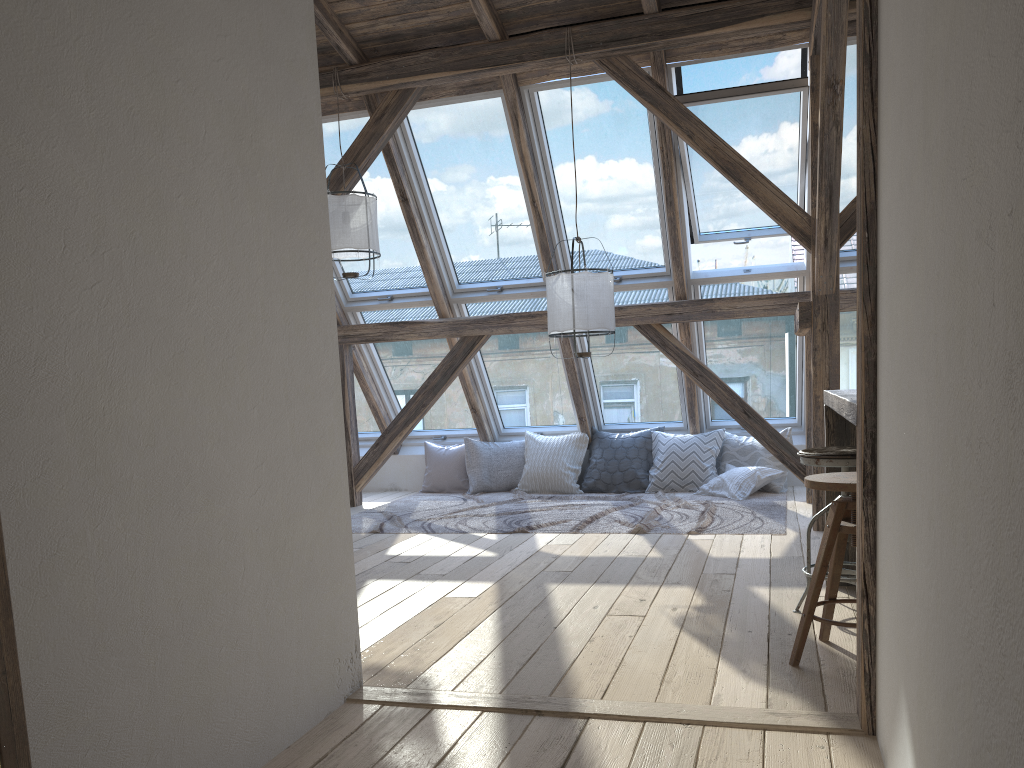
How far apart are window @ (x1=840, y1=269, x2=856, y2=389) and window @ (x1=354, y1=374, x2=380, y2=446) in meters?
4.2

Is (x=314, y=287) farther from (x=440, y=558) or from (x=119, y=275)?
(x=440, y=558)

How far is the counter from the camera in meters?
2.6 m

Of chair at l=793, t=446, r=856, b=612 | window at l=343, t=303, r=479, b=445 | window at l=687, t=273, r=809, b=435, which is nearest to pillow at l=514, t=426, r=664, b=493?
window at l=687, t=273, r=809, b=435

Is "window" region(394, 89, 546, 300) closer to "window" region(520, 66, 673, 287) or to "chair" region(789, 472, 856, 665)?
"window" region(520, 66, 673, 287)

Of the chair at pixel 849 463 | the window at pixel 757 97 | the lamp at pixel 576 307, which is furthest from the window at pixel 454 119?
the chair at pixel 849 463

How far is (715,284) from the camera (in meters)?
6.59

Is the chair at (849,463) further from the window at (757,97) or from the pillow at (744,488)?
the pillow at (744,488)

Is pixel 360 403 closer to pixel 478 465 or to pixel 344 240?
pixel 478 465

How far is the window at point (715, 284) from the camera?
6.6m
